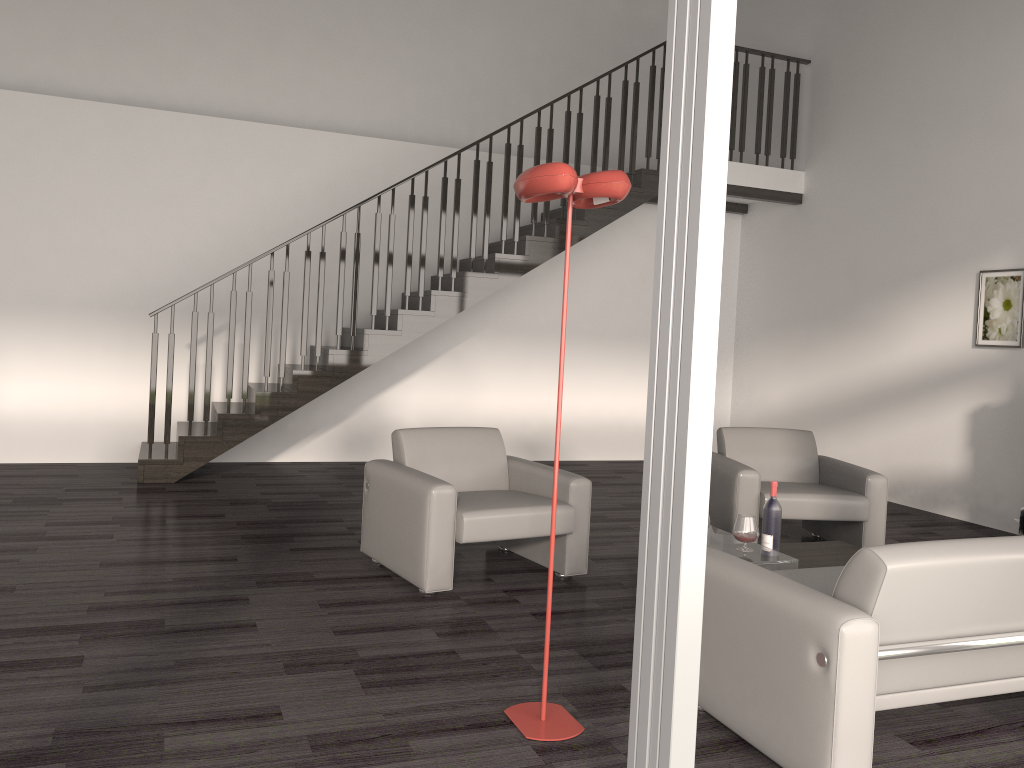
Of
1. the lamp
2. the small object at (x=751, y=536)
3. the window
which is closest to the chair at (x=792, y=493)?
the small object at (x=751, y=536)

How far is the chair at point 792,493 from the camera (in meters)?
5.20

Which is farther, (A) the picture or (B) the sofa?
(A) the picture

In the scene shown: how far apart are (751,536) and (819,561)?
0.57m

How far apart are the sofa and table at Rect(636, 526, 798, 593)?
0.4m

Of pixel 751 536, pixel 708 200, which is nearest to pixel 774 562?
pixel 751 536

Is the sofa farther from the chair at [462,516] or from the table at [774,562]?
the chair at [462,516]

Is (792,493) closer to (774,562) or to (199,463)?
(774,562)

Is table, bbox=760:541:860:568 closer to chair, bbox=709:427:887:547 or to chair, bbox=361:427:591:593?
chair, bbox=709:427:887:547

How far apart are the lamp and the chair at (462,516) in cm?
123
